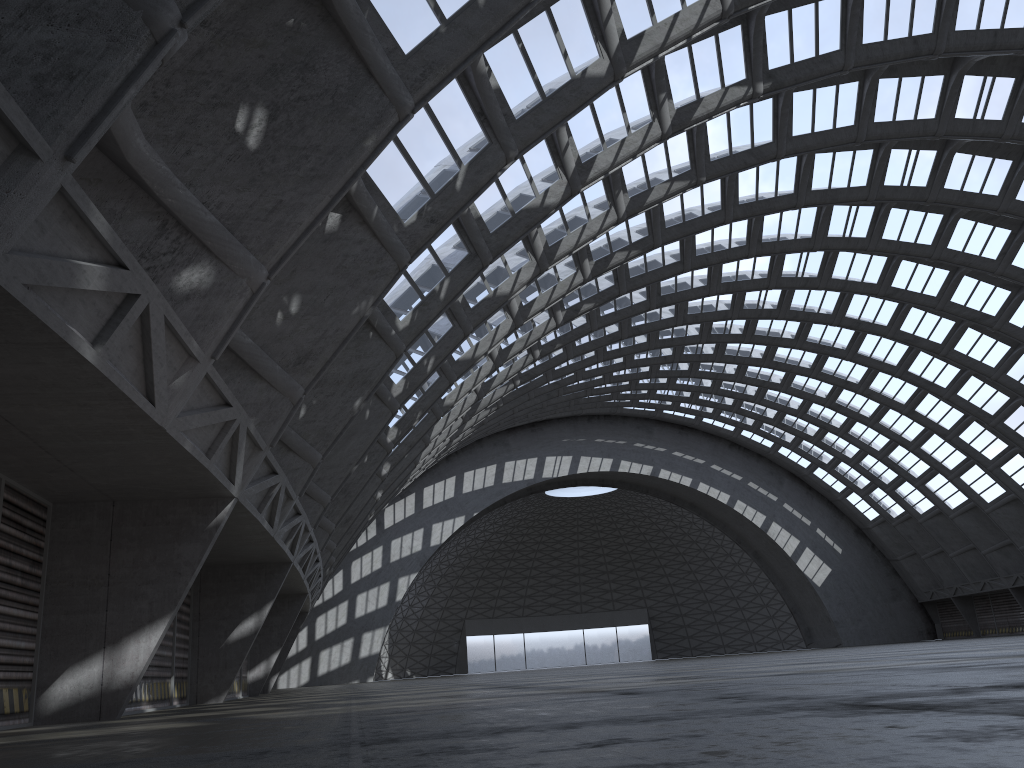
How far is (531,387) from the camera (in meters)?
44.49

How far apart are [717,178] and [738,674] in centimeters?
1811cm
